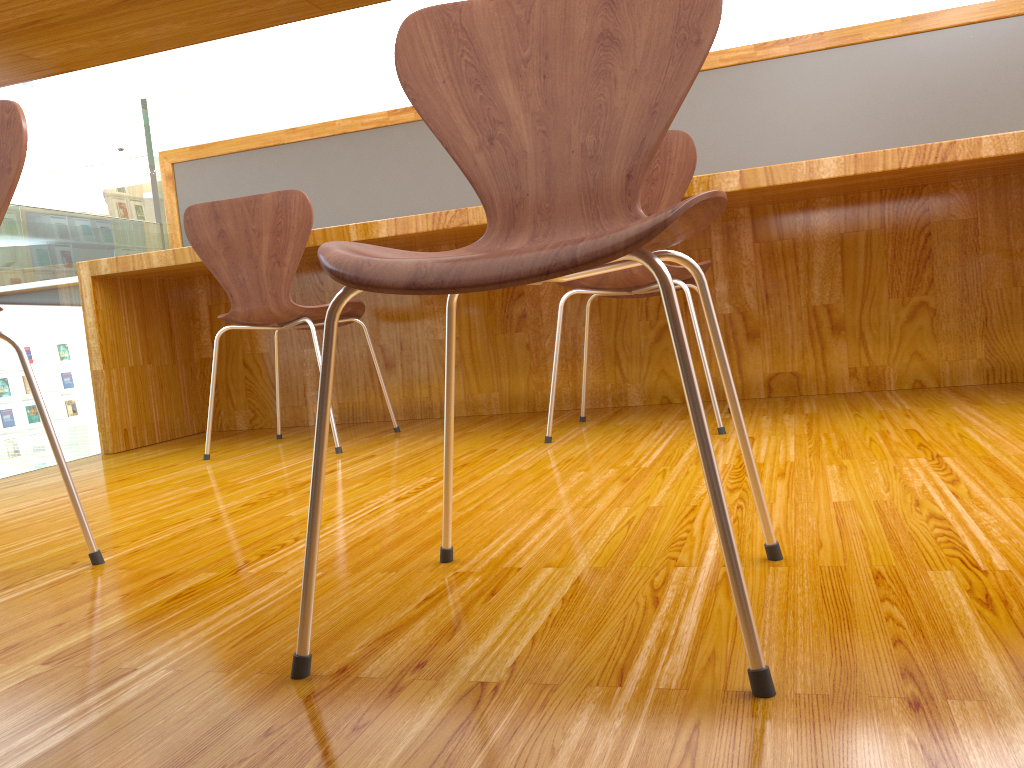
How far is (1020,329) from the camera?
2.4 meters

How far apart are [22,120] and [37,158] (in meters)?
10.46

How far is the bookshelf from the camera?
10.3m

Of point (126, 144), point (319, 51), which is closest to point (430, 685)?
point (126, 144)

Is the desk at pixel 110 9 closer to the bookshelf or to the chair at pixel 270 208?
the chair at pixel 270 208

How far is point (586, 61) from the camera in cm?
102

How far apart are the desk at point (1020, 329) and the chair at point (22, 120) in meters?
1.2 m

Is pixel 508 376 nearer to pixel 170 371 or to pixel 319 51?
pixel 170 371

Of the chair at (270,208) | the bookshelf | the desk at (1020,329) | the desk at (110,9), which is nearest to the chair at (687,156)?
the desk at (1020,329)

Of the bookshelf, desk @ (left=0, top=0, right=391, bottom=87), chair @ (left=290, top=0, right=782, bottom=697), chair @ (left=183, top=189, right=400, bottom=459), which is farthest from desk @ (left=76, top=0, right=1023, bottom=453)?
the bookshelf
